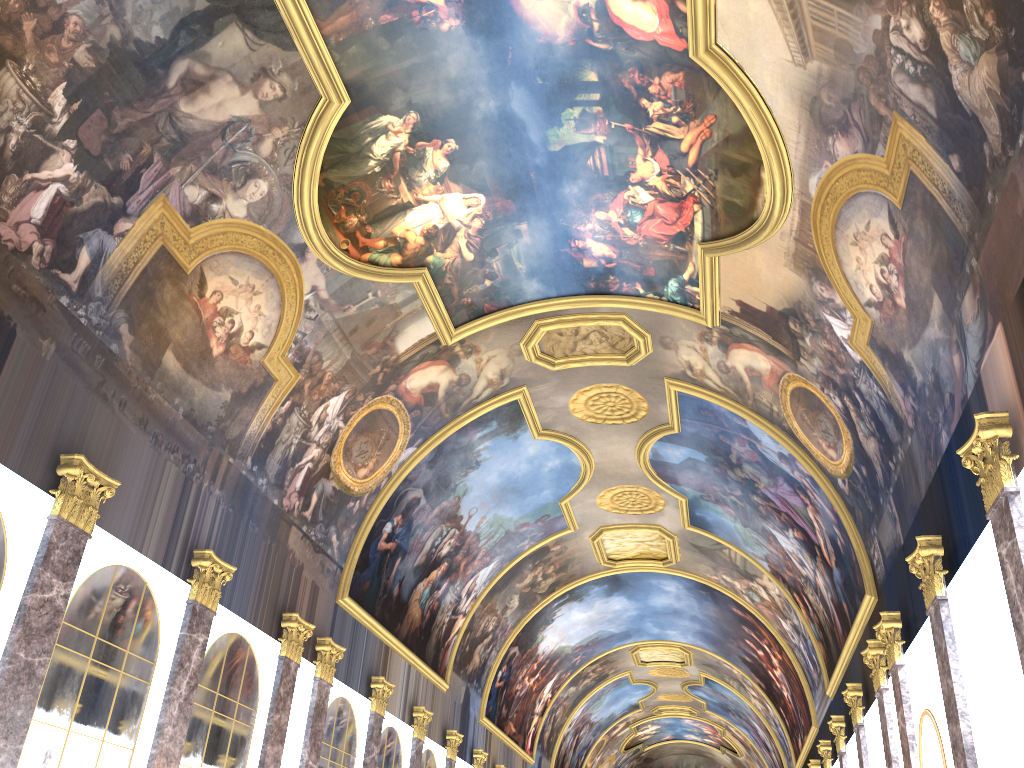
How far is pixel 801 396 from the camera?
17.8m

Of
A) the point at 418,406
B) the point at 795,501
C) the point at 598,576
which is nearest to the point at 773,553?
the point at 795,501

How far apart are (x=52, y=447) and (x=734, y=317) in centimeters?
1227cm

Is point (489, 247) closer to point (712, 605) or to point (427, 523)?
point (427, 523)
